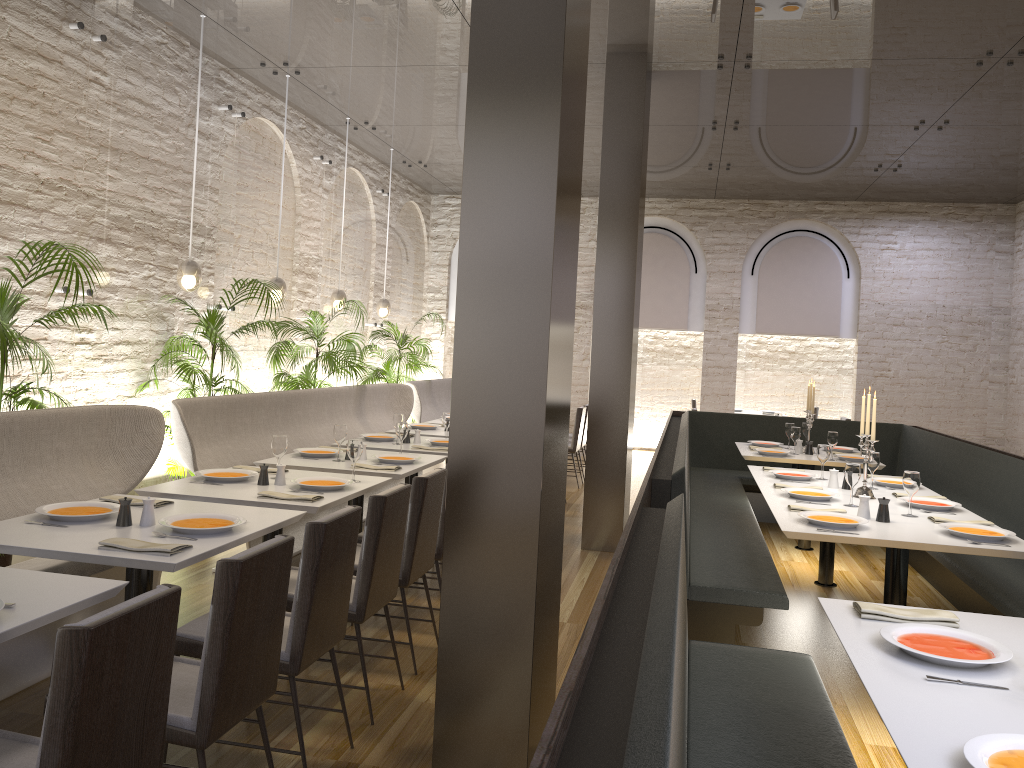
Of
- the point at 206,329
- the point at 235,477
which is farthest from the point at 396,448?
the point at 235,477

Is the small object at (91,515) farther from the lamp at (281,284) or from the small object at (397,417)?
the lamp at (281,284)

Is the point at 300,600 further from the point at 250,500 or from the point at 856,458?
the point at 856,458

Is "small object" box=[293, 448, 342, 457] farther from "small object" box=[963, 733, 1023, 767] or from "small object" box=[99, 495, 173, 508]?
"small object" box=[963, 733, 1023, 767]

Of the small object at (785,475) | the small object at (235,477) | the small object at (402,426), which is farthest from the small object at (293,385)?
the small object at (785,475)

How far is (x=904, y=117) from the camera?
8.14m

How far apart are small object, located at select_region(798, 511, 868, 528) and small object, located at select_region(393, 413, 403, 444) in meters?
3.3

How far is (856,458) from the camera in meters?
7.1 m

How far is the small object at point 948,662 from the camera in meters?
2.3

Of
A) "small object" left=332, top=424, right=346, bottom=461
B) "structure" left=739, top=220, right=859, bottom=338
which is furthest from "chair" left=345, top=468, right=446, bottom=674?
"structure" left=739, top=220, right=859, bottom=338
